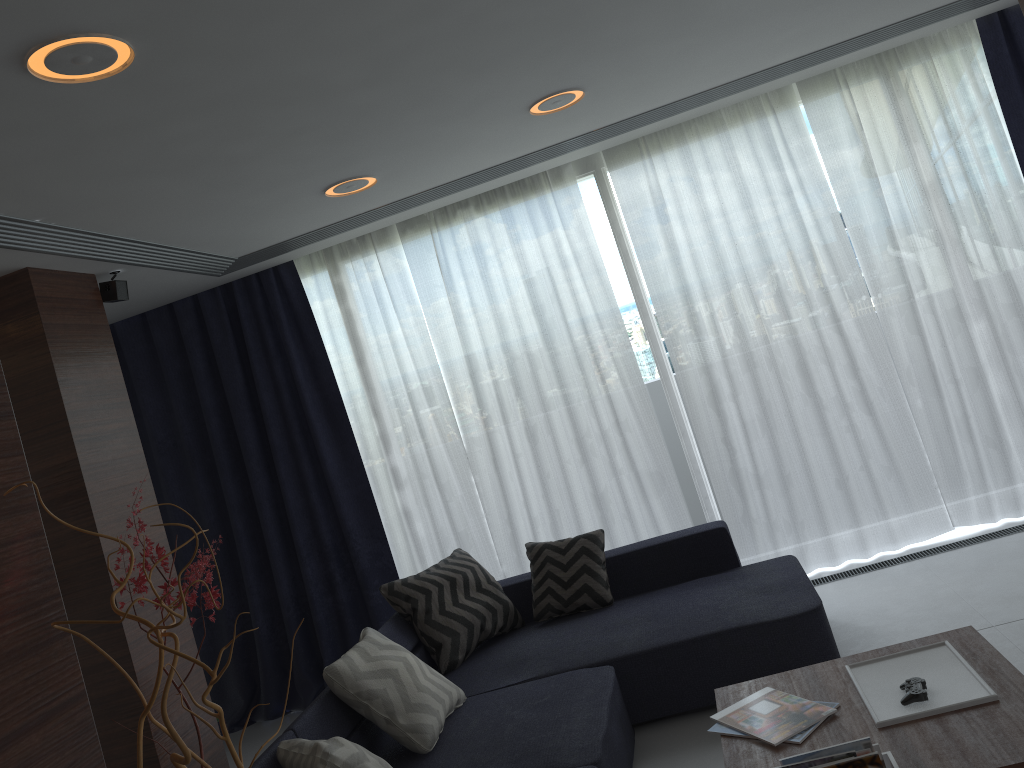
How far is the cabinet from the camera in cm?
85

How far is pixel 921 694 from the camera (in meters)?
2.36

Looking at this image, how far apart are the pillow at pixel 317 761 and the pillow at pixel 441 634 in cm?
132

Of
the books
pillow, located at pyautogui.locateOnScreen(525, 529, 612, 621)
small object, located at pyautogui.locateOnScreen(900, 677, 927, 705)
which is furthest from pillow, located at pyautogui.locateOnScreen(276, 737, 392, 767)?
pillow, located at pyautogui.locateOnScreen(525, 529, 612, 621)

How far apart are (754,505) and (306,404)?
2.7m

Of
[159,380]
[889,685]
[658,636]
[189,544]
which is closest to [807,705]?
[889,685]

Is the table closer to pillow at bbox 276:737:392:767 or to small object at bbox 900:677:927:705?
small object at bbox 900:677:927:705

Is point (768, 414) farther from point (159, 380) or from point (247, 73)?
point (159, 380)

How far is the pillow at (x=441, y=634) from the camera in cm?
409

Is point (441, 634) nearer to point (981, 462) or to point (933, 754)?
point (933, 754)
